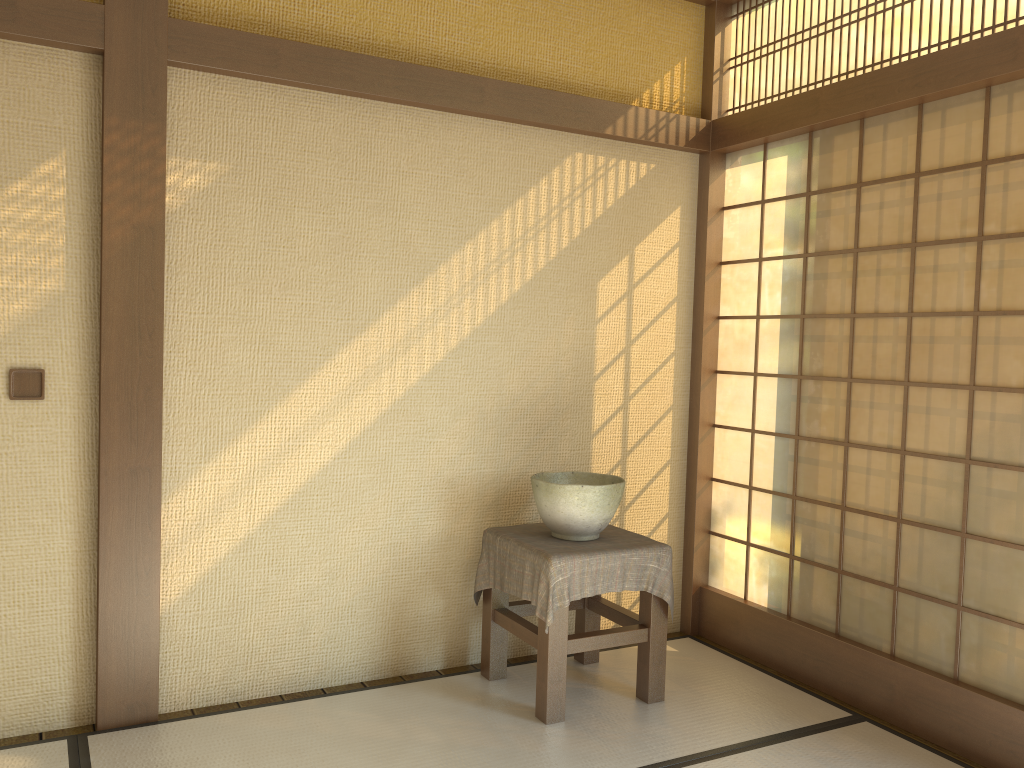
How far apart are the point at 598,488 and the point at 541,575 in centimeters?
38cm

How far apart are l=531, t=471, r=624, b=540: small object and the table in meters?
0.0

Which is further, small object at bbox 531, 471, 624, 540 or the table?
small object at bbox 531, 471, 624, 540

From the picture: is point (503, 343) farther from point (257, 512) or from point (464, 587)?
point (257, 512)

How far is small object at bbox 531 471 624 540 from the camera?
3.2 meters

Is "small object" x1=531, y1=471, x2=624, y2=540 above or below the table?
above

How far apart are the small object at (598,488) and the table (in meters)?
0.02

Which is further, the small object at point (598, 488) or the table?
the small object at point (598, 488)

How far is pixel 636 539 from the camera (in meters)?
3.37

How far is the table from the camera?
3.1m
